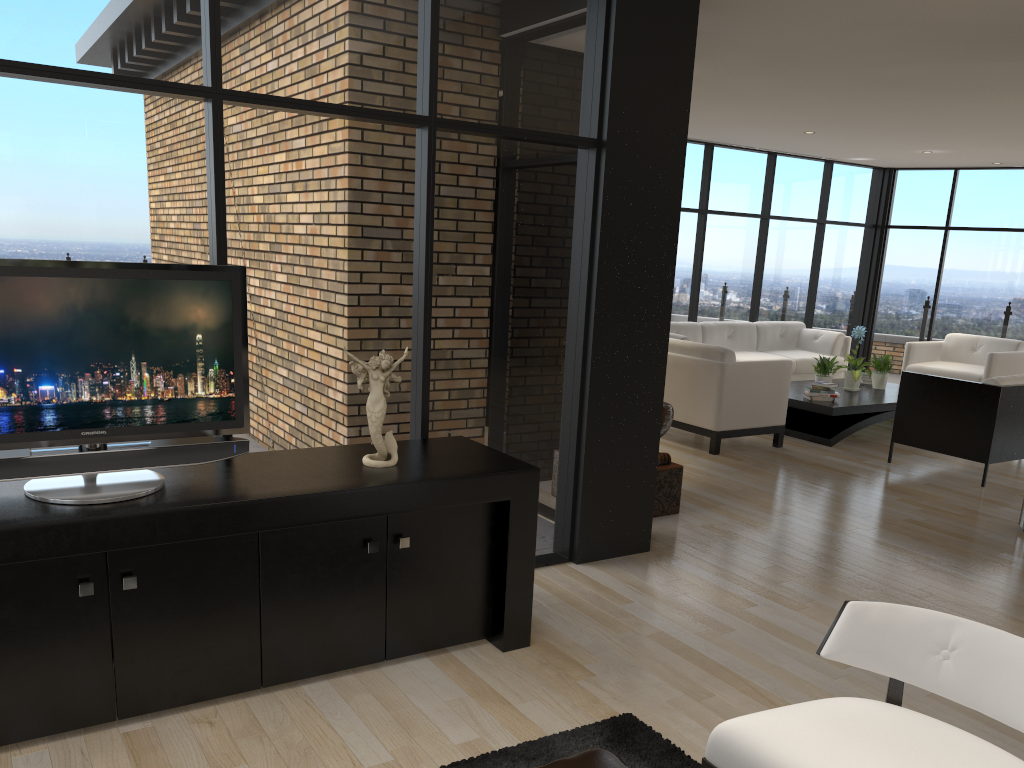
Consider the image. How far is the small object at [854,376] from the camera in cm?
847

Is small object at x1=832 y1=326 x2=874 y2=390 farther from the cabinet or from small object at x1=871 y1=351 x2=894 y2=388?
the cabinet

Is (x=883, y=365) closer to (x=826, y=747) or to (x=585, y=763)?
(x=826, y=747)

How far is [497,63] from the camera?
3.9m

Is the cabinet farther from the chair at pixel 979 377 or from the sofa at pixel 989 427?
the chair at pixel 979 377

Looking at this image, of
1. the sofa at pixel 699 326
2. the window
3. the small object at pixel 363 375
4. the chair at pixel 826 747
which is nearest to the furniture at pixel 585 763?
the chair at pixel 826 747

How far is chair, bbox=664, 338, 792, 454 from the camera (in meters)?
7.07

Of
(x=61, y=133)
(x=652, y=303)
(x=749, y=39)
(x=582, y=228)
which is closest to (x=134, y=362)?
(x=61, y=133)

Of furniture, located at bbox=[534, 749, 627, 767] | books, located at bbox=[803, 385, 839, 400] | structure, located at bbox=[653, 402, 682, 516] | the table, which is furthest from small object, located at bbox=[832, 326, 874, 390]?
furniture, located at bbox=[534, 749, 627, 767]

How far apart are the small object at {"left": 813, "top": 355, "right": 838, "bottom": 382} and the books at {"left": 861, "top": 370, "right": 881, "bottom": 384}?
0.9m
